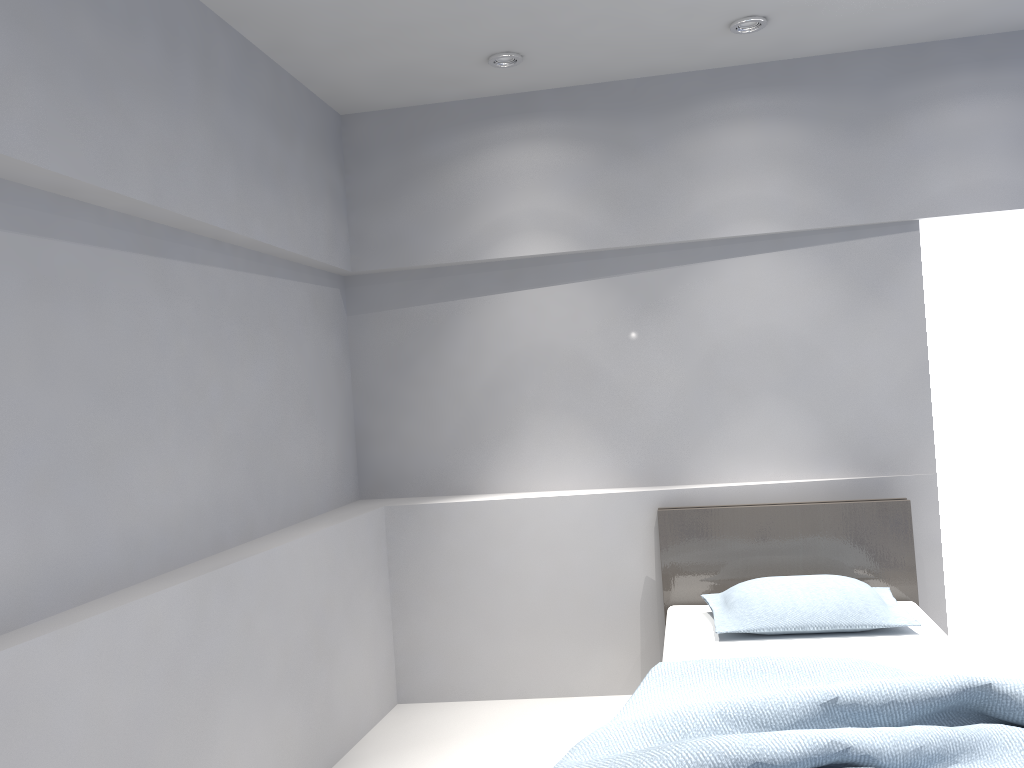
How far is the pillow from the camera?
3.2 meters

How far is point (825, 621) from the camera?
3.2m

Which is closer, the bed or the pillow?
the bed

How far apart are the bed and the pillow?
0.0 meters

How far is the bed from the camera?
1.97m

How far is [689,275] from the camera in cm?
402

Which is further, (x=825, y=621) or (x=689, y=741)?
(x=825, y=621)

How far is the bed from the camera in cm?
197

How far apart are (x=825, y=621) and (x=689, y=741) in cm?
141

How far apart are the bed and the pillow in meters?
0.0 m
